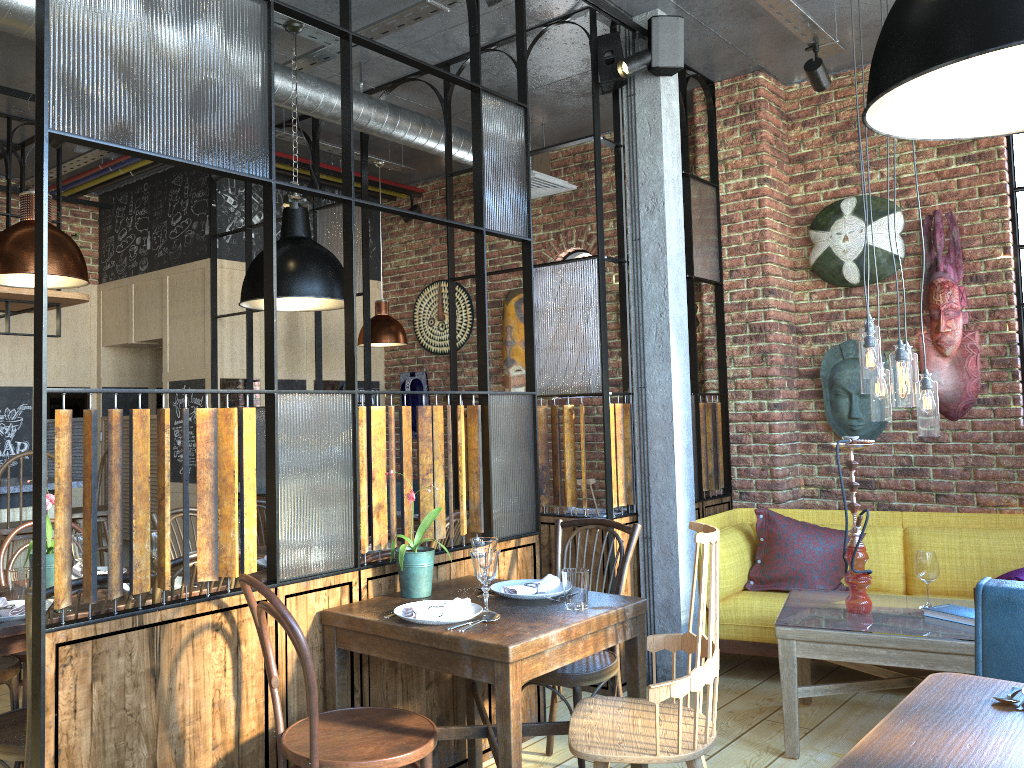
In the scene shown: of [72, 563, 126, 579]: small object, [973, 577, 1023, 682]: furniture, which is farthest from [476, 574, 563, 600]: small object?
[72, 563, 126, 579]: small object

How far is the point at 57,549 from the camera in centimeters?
215cm

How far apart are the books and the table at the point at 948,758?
1.32m

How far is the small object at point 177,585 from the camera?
3.21m

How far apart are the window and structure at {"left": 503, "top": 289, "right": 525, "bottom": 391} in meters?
0.5 m

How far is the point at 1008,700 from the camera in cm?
204

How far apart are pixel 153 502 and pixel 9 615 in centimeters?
423cm

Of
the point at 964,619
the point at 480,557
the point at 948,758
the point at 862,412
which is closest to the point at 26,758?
the point at 480,557

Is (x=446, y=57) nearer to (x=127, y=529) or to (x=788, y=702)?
(x=788, y=702)

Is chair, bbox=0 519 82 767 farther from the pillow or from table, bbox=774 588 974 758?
the pillow
